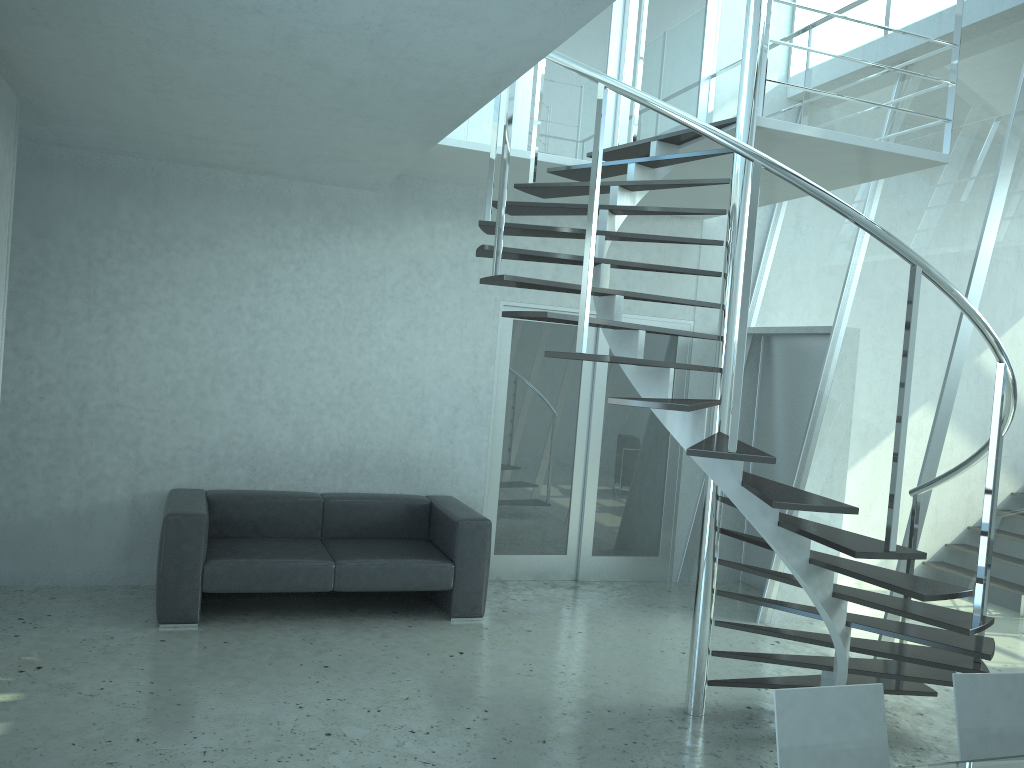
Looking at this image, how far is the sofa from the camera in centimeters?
509cm

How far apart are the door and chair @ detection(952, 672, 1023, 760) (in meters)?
4.33

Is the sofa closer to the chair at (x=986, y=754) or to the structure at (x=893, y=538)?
the structure at (x=893, y=538)

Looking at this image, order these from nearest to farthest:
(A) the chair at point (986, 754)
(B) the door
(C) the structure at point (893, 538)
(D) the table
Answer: (D) the table, (A) the chair at point (986, 754), (C) the structure at point (893, 538), (B) the door

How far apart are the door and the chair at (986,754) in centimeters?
433cm

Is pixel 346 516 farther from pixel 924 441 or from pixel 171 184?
pixel 924 441

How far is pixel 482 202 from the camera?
6.55m

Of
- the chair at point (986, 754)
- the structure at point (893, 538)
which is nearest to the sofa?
the structure at point (893, 538)

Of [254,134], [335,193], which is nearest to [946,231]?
[335,193]

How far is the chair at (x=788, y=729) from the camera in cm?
239
